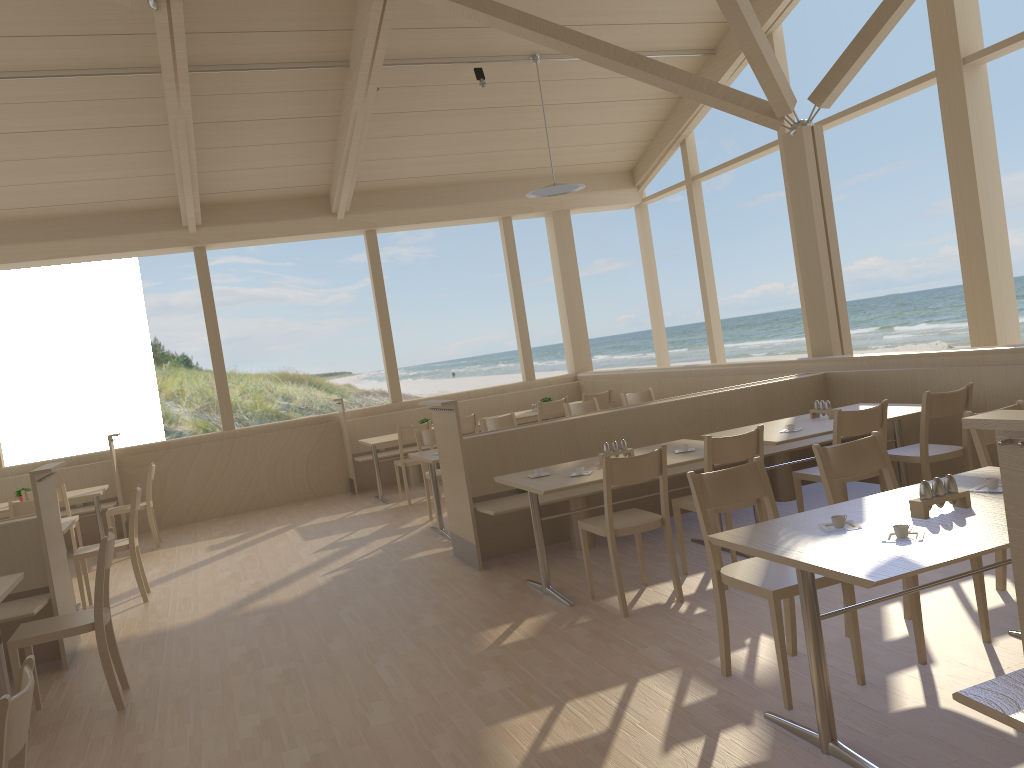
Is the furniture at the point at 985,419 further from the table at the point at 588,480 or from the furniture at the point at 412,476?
the furniture at the point at 412,476

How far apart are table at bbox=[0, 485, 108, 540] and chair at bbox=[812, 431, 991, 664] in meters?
6.6

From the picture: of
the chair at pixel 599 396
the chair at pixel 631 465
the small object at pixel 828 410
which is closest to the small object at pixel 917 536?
the chair at pixel 631 465

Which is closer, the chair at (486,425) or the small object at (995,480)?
the small object at (995,480)

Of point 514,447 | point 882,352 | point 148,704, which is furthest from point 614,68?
point 882,352

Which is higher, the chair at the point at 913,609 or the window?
the window

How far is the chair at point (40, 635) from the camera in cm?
393

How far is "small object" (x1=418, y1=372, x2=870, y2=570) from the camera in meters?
5.7

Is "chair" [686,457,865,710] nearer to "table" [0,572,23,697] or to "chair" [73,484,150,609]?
"table" [0,572,23,697]

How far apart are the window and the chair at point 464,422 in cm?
204
